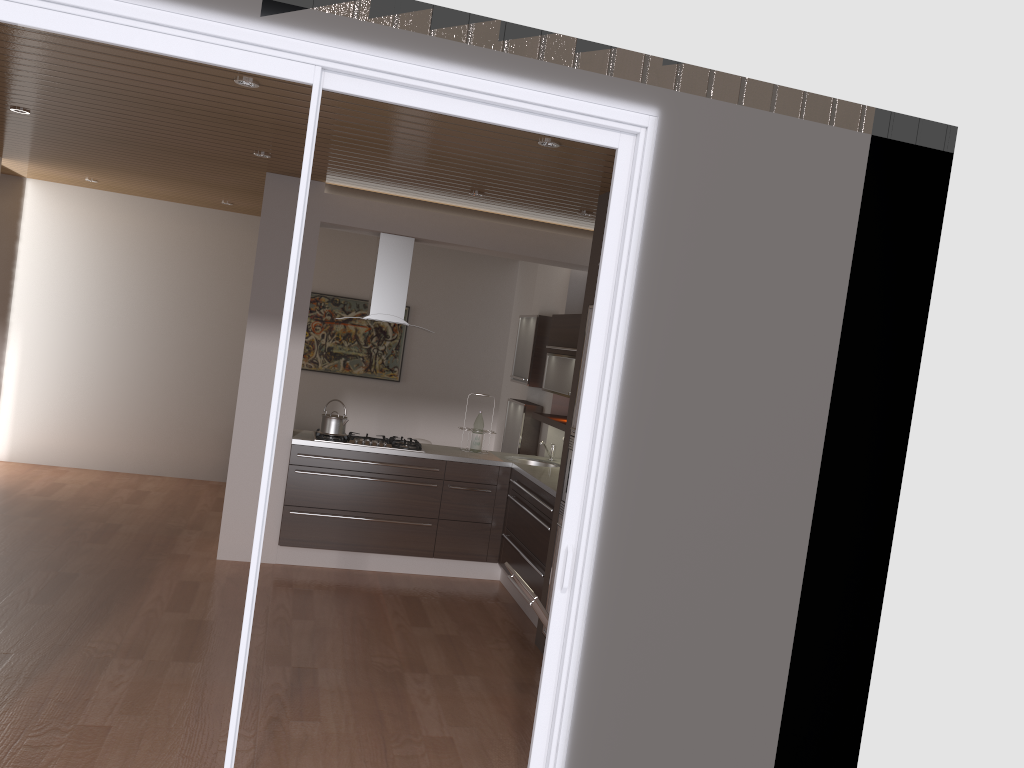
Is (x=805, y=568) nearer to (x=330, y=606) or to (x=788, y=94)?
(x=788, y=94)

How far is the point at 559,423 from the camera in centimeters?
641cm

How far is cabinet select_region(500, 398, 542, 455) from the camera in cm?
738

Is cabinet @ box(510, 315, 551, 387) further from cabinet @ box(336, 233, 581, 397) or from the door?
the door

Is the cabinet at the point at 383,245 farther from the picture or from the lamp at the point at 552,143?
the picture

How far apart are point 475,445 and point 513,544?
1.0m

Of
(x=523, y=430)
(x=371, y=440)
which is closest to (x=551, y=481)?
(x=371, y=440)

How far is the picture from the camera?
9.08m

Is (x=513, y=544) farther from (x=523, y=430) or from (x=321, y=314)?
(x=321, y=314)

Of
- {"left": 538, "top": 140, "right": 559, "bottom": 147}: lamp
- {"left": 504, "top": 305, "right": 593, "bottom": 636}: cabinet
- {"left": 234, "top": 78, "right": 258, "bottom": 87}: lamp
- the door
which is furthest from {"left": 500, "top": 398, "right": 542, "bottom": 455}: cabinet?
the door
